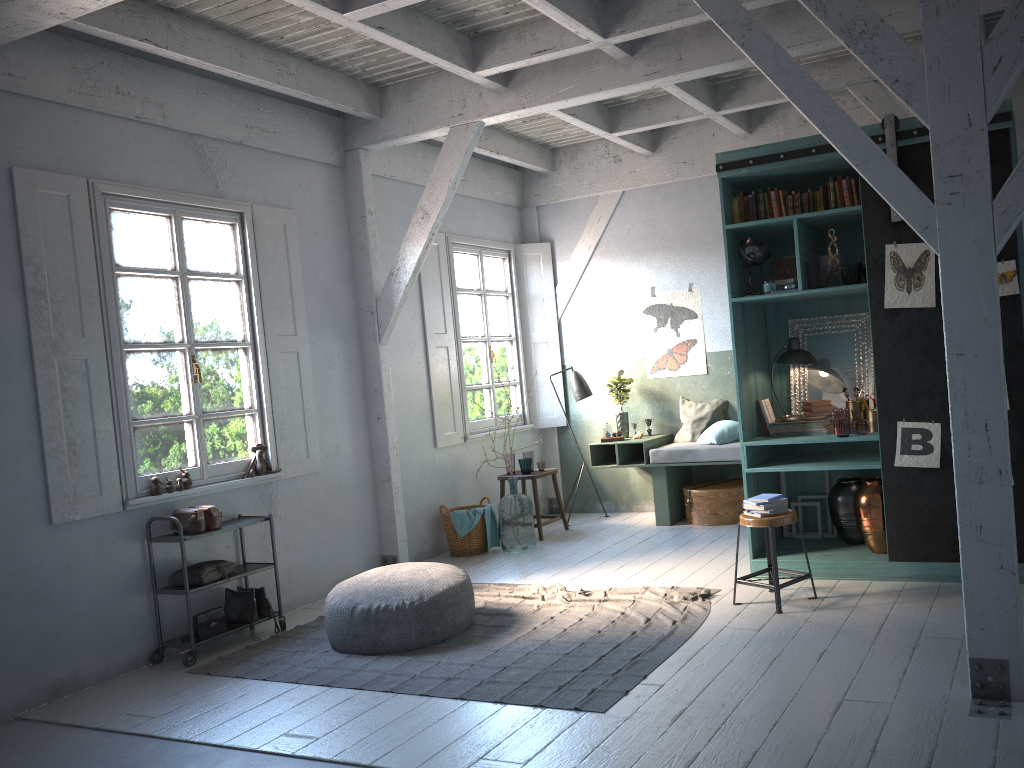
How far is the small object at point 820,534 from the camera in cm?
716

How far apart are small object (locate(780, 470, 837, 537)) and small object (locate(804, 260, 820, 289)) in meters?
1.9

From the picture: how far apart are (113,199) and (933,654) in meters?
6.1

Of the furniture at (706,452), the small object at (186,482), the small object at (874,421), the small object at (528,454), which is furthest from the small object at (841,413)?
the small object at (186,482)

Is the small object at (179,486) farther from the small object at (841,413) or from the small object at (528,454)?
the small object at (841,413)

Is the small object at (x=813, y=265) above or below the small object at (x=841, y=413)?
above

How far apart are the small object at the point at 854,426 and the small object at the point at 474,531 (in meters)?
3.91

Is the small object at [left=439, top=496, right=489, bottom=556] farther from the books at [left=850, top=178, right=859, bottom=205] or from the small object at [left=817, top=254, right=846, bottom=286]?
the books at [left=850, top=178, right=859, bottom=205]

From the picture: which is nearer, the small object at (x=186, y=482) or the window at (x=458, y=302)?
the small object at (x=186, y=482)

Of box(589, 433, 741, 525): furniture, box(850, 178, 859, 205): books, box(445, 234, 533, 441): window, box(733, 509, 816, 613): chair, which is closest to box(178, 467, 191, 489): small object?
box(445, 234, 533, 441): window
